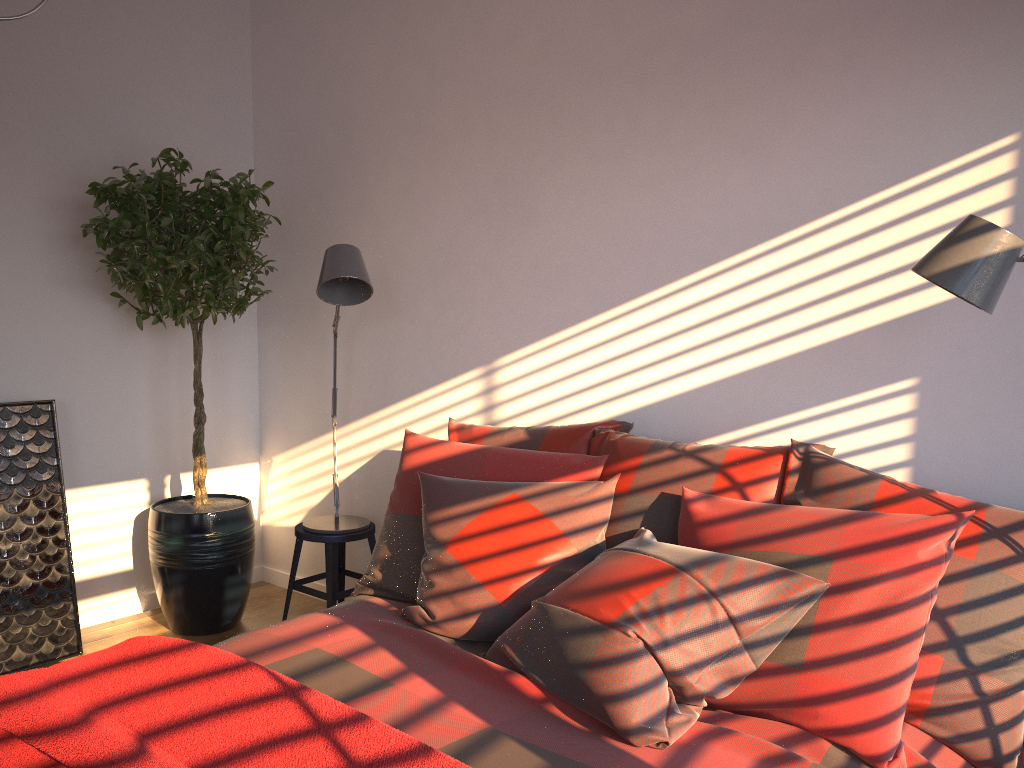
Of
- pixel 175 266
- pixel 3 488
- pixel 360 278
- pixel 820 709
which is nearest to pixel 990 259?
pixel 820 709

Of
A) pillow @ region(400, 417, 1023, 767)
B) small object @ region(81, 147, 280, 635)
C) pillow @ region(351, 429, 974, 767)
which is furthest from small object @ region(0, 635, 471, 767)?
small object @ region(81, 147, 280, 635)

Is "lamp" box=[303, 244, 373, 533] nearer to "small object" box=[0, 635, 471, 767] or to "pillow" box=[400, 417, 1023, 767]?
"pillow" box=[400, 417, 1023, 767]

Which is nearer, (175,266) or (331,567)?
(175,266)

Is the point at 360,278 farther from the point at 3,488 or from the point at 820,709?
the point at 820,709

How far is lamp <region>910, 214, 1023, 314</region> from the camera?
1.8 meters

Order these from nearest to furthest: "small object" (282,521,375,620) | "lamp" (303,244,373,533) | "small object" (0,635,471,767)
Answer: "small object" (0,635,471,767), "lamp" (303,244,373,533), "small object" (282,521,375,620)

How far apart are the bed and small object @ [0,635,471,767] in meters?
0.2 m

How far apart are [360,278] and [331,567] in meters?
1.2

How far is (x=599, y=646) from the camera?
1.89m
